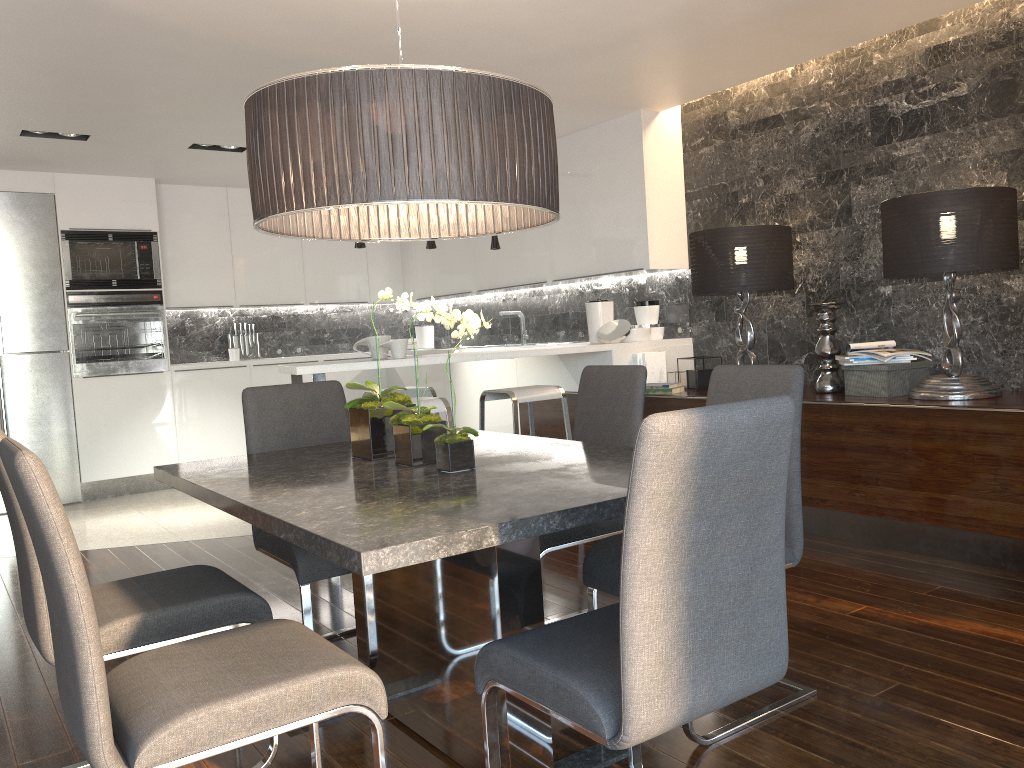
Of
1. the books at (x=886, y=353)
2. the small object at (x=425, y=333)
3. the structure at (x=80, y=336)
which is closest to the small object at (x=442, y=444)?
the books at (x=886, y=353)

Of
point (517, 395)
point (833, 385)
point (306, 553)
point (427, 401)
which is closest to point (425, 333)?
point (517, 395)

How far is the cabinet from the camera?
3.6 meters

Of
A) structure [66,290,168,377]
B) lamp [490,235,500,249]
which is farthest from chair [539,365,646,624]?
structure [66,290,168,377]

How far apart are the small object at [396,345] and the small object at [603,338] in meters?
1.4

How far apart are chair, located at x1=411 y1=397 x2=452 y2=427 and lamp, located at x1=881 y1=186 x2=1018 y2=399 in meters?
2.1

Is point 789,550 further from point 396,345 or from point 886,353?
point 396,345

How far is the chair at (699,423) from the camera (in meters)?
1.42

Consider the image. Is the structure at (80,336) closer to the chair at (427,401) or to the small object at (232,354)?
the small object at (232,354)

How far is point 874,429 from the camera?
3.94m
